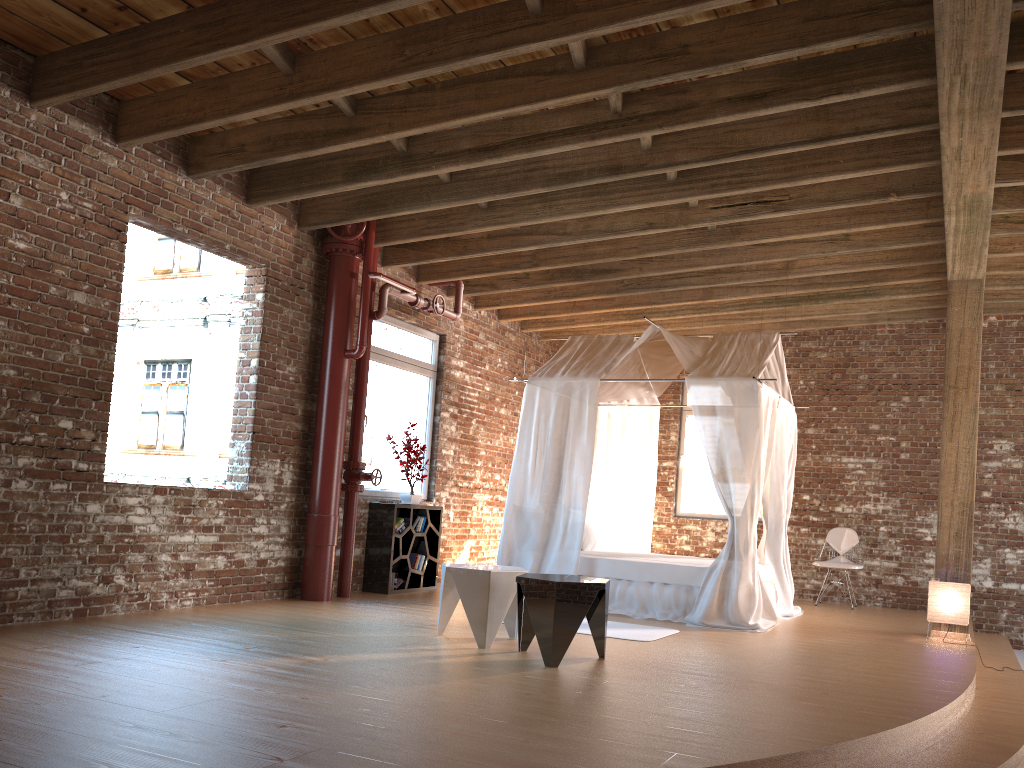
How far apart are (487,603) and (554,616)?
0.6m

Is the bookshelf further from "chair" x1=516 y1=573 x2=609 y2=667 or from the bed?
"chair" x1=516 y1=573 x2=609 y2=667

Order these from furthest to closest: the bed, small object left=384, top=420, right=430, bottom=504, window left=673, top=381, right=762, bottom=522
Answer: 1. window left=673, top=381, right=762, bottom=522
2. small object left=384, top=420, right=430, bottom=504
3. the bed

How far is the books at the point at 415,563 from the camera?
8.57m

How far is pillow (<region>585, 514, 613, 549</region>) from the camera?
9.3m

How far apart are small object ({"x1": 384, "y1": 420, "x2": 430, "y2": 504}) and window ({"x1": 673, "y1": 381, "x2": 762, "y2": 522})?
4.0m

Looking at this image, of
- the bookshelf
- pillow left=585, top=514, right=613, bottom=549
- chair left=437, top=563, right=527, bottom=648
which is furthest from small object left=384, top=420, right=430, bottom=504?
chair left=437, top=563, right=527, bottom=648

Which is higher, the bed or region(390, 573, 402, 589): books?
the bed

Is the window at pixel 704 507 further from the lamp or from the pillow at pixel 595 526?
the lamp

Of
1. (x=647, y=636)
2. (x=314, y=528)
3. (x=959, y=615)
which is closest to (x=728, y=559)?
(x=647, y=636)
